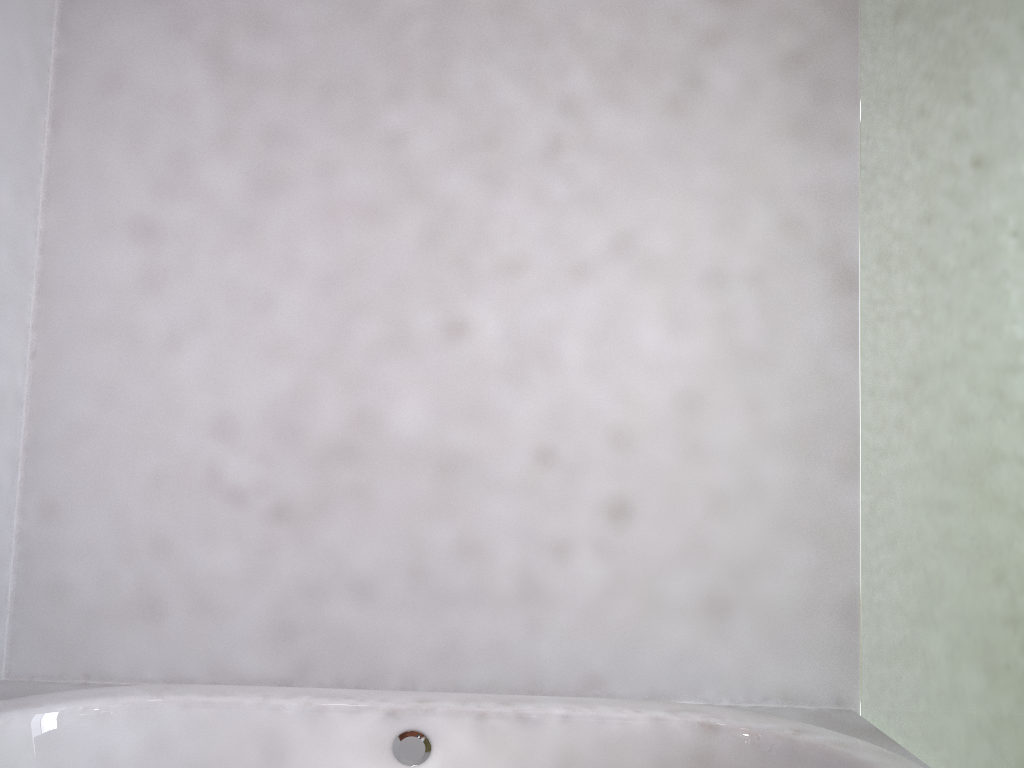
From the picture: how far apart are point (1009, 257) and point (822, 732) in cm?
85

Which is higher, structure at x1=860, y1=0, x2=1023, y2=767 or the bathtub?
structure at x1=860, y1=0, x2=1023, y2=767

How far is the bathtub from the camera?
1.5m

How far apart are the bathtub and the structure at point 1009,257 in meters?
0.1

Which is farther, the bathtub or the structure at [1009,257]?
the bathtub

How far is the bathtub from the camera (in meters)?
1.55

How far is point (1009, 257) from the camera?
1.3 meters

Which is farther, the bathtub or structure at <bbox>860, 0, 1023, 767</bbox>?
the bathtub

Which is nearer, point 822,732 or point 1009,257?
point 1009,257

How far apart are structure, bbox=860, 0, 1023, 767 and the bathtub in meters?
0.1
